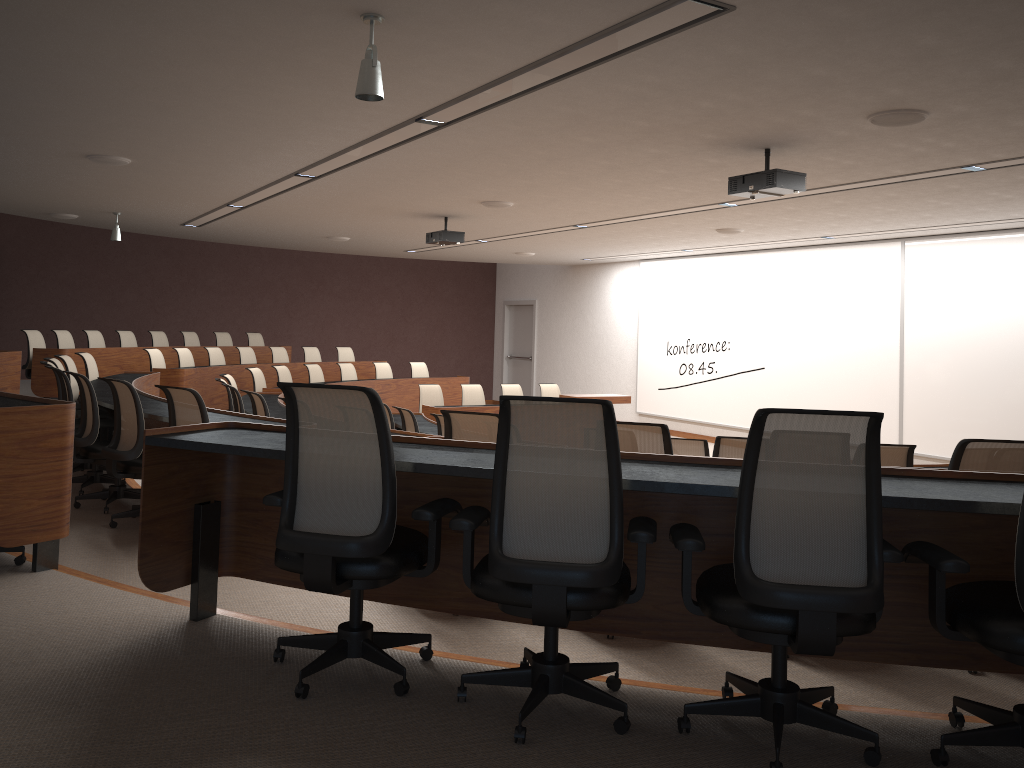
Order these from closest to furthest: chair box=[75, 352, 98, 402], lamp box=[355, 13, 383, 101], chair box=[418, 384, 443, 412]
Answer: lamp box=[355, 13, 383, 101] < chair box=[75, 352, 98, 402] < chair box=[418, 384, 443, 412]

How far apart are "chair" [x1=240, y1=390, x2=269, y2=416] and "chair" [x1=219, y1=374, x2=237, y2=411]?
2.07m

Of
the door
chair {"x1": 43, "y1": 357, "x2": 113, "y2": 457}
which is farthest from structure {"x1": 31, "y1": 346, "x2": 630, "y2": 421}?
the door

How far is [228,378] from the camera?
9.52m

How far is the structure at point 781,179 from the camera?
6.0 meters

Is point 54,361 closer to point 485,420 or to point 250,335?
point 485,420

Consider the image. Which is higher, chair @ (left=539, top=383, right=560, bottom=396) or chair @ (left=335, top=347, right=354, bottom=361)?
chair @ (left=335, top=347, right=354, bottom=361)

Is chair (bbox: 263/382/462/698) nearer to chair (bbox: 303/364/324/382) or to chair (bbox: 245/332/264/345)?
chair (bbox: 303/364/324/382)

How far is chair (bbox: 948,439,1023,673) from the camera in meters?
3.6

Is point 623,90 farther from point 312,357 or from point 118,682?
point 312,357
